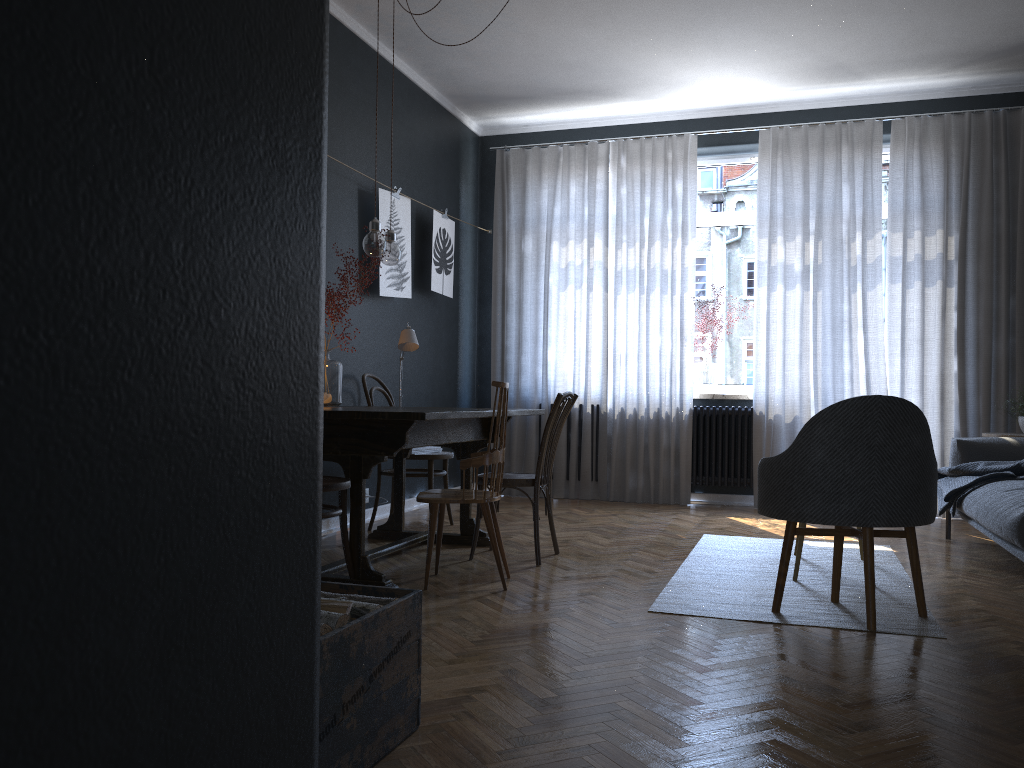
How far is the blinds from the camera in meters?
6.0

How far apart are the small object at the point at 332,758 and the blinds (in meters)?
4.75

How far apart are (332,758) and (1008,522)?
2.90m

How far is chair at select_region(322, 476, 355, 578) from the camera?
3.3m

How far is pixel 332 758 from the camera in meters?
→ 1.7 m

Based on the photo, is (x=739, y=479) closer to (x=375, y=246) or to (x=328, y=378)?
(x=328, y=378)

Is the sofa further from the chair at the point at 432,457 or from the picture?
the picture

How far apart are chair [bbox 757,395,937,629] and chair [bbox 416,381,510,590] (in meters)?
1.03

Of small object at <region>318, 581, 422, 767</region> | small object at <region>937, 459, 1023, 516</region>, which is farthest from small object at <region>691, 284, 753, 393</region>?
small object at <region>318, 581, 422, 767</region>

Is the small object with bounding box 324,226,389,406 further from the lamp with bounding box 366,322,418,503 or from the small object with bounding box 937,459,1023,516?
the small object with bounding box 937,459,1023,516
